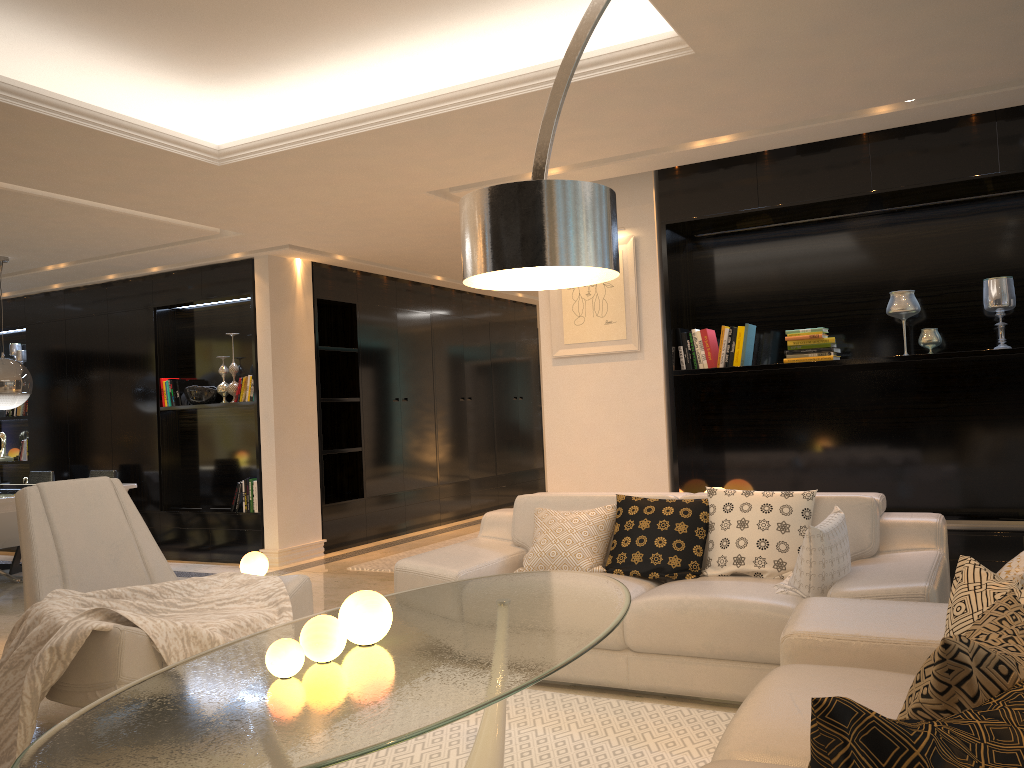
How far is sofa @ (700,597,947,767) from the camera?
2.0m

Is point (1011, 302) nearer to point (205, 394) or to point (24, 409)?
point (205, 394)

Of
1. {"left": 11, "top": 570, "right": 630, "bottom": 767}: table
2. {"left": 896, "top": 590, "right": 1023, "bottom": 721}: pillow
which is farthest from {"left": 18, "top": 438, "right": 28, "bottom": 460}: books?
{"left": 896, "top": 590, "right": 1023, "bottom": 721}: pillow

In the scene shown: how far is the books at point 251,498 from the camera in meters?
7.6

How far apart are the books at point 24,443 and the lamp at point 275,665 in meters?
8.3

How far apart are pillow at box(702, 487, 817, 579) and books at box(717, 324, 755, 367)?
1.43m

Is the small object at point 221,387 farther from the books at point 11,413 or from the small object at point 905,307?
the small object at point 905,307

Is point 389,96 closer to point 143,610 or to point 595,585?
point 143,610

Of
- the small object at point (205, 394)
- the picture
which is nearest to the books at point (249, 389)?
the small object at point (205, 394)

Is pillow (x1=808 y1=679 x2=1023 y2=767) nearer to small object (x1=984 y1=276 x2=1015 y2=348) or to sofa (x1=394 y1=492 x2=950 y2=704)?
sofa (x1=394 y1=492 x2=950 y2=704)
